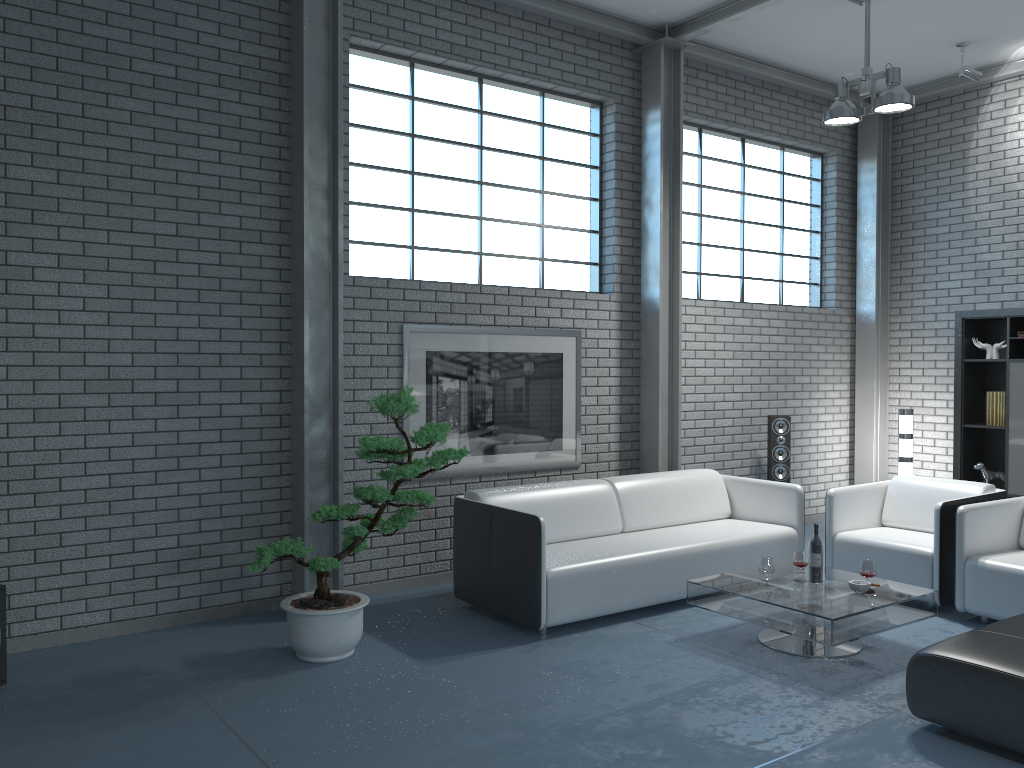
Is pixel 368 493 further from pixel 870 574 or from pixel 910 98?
pixel 910 98

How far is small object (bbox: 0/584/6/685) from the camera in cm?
396

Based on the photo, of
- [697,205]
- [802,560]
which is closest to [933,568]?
[802,560]

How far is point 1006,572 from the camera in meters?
4.8 m

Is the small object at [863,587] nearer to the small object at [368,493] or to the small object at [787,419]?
the small object at [368,493]

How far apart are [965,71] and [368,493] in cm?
579

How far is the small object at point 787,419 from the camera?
7.25m

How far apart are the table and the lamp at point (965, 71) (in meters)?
4.32

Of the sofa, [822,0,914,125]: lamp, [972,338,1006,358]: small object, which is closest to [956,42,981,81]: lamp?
[822,0,914,125]: lamp

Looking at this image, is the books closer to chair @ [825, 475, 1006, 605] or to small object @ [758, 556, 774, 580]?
chair @ [825, 475, 1006, 605]
